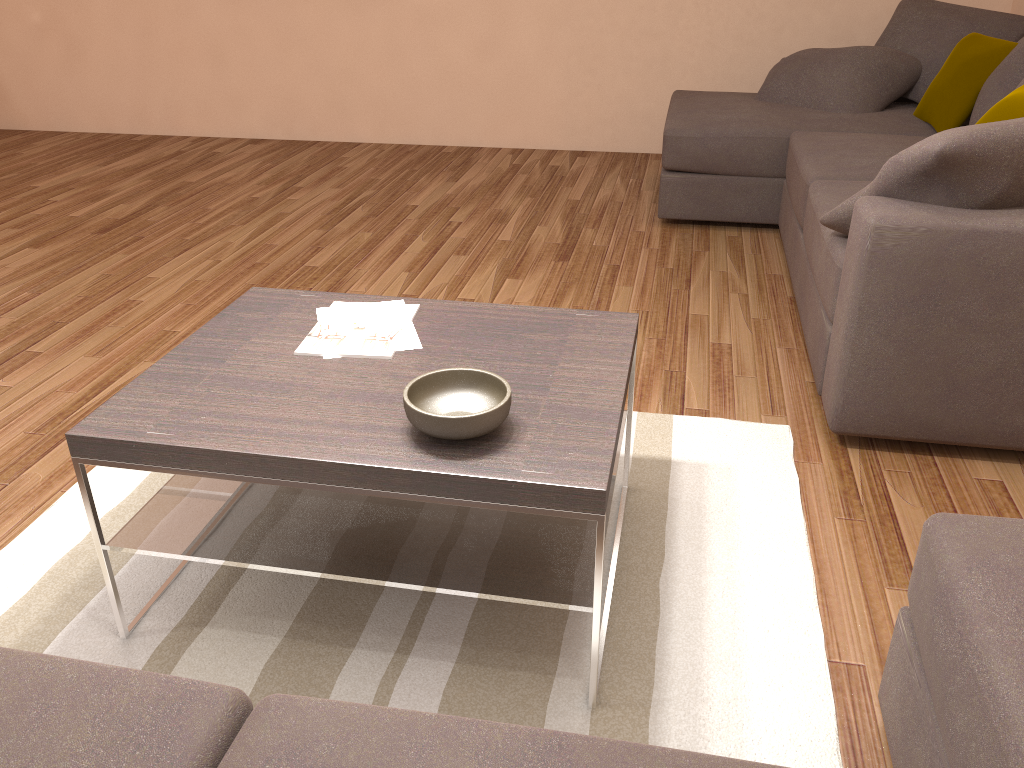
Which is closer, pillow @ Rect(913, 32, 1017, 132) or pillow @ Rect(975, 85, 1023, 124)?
pillow @ Rect(975, 85, 1023, 124)

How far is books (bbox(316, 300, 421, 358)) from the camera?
2.2 meters

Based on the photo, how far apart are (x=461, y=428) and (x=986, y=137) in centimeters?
171cm

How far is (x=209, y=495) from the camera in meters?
2.1

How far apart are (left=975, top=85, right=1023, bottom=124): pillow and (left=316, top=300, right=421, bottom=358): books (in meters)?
2.13

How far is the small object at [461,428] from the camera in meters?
1.7 m

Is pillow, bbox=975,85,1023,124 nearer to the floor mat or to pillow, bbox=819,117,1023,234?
pillow, bbox=819,117,1023,234

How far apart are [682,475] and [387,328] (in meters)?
1.01

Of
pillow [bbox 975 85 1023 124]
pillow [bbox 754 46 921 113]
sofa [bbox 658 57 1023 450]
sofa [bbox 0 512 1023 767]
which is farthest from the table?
pillow [bbox 754 46 921 113]

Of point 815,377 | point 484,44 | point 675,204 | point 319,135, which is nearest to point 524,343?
point 815,377
